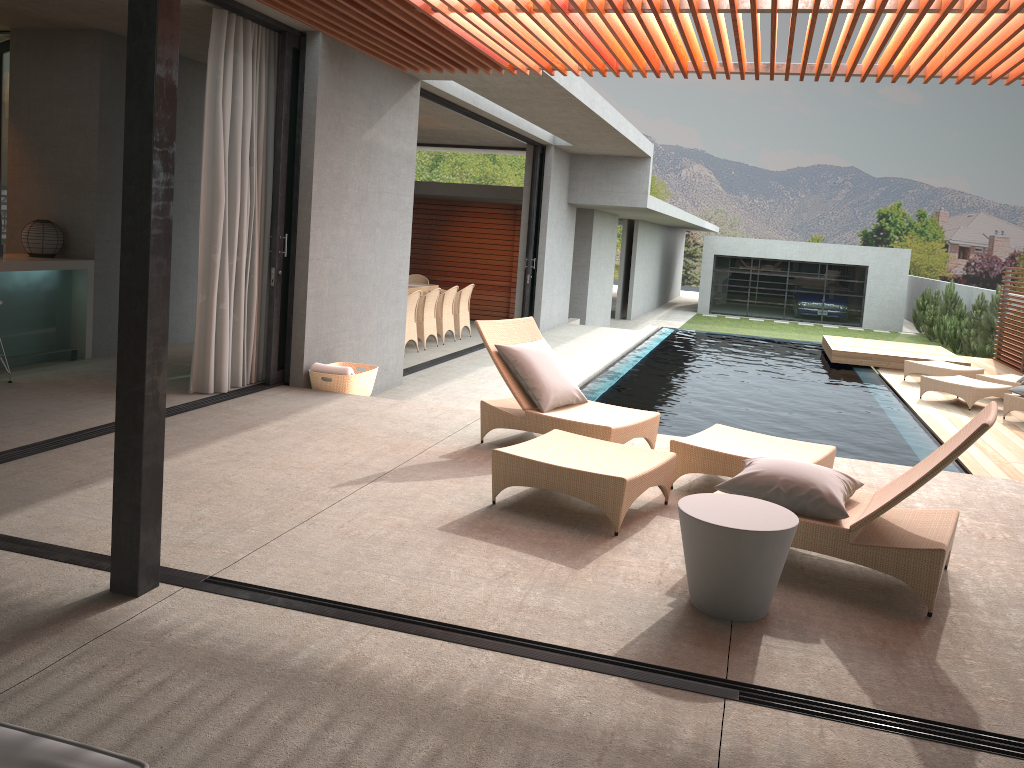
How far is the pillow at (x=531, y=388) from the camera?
5.9m

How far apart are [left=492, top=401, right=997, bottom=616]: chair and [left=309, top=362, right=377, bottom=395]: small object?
2.8 meters

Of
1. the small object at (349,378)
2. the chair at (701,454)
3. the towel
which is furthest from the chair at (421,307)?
the chair at (701,454)

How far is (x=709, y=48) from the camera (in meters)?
6.06

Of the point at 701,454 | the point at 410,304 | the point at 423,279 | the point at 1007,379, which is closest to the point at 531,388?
the point at 701,454

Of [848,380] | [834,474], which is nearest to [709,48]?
[834,474]

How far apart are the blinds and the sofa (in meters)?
5.31

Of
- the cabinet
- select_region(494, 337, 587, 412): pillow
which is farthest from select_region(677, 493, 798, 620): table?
the cabinet

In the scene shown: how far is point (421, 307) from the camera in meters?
12.1

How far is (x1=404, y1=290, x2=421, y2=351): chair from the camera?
11.5 meters
